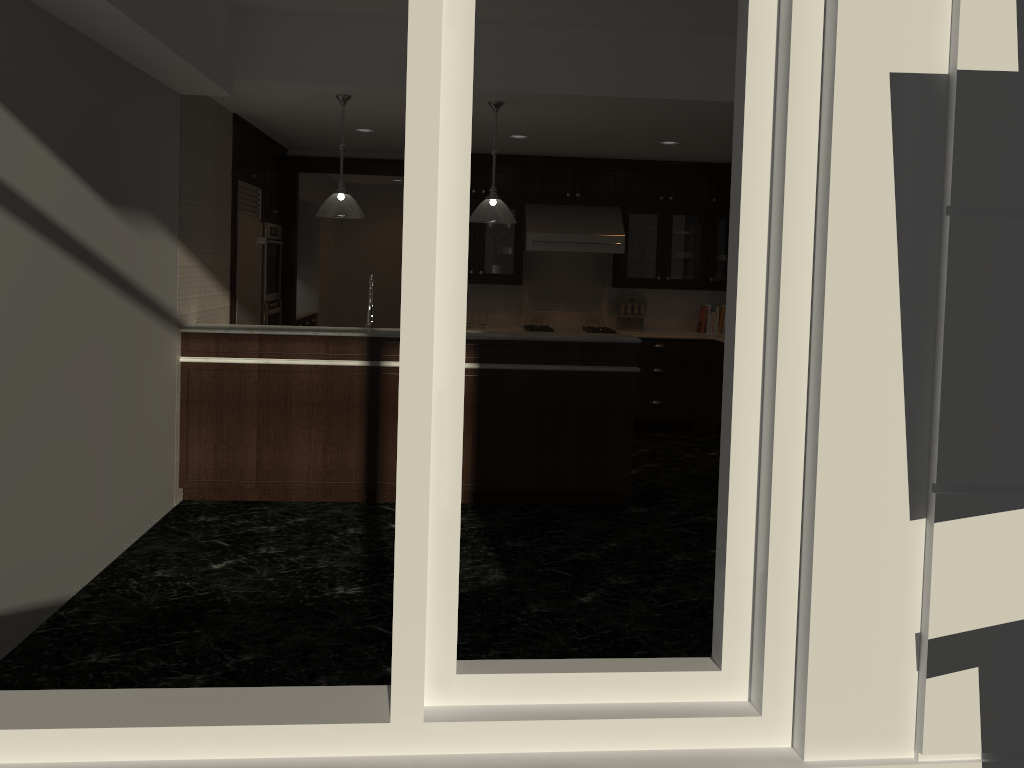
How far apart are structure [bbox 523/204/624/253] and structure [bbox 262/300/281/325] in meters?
2.4 m

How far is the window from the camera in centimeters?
167cm

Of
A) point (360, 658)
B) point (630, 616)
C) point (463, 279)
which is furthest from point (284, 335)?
point (463, 279)

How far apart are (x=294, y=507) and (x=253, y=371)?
0.88m

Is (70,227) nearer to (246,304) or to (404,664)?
(404,664)

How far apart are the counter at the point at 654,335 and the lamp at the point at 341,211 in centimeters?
356cm

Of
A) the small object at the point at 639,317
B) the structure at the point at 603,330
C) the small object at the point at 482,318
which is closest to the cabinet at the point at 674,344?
the structure at the point at 603,330

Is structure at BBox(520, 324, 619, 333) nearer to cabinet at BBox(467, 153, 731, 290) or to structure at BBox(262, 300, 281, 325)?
cabinet at BBox(467, 153, 731, 290)

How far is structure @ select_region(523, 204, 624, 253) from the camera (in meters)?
8.17

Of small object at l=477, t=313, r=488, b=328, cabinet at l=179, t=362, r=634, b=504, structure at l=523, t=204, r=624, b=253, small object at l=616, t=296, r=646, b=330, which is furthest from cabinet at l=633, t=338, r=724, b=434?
cabinet at l=179, t=362, r=634, b=504
